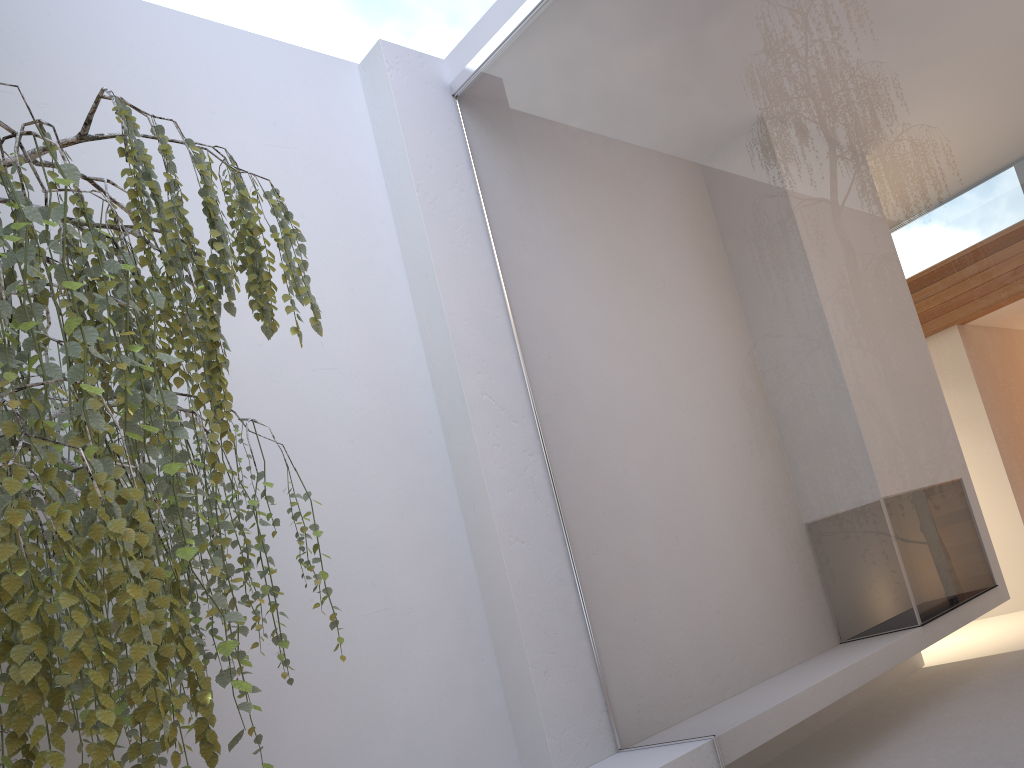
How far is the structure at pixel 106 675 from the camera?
1.03m

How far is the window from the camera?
2.06m

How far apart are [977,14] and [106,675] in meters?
2.3

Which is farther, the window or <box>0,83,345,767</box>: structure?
the window

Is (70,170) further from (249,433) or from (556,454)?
(556,454)

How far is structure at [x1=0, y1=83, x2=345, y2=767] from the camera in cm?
103

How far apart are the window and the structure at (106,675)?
1.1 meters

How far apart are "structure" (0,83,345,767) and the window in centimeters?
115cm

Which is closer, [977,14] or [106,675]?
[106,675]

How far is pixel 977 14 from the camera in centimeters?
206cm
